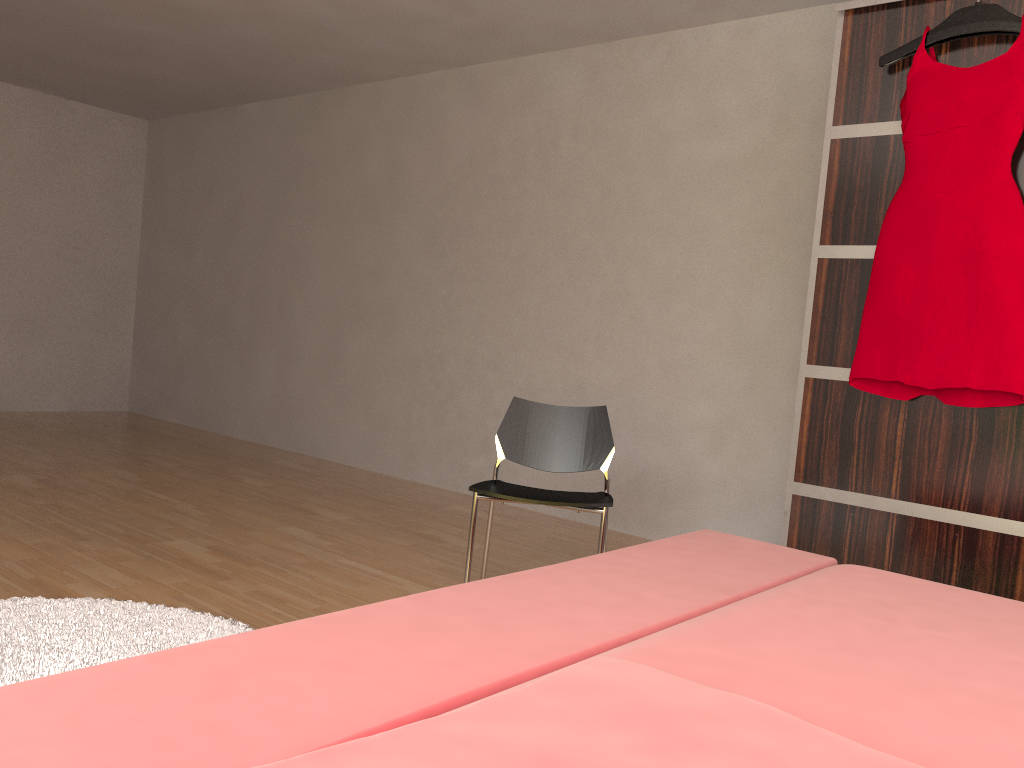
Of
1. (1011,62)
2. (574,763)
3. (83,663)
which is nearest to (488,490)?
(83,663)

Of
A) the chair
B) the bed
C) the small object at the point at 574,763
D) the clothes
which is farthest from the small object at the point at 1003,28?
the small object at the point at 574,763

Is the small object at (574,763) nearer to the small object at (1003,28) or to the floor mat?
the floor mat

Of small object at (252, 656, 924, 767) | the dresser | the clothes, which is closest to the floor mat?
small object at (252, 656, 924, 767)

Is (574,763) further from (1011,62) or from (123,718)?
(1011,62)

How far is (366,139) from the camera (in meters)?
5.15

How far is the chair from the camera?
2.53m

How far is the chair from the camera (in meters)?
2.53

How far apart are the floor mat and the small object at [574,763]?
1.4 meters

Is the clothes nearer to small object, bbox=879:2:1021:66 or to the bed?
small object, bbox=879:2:1021:66
